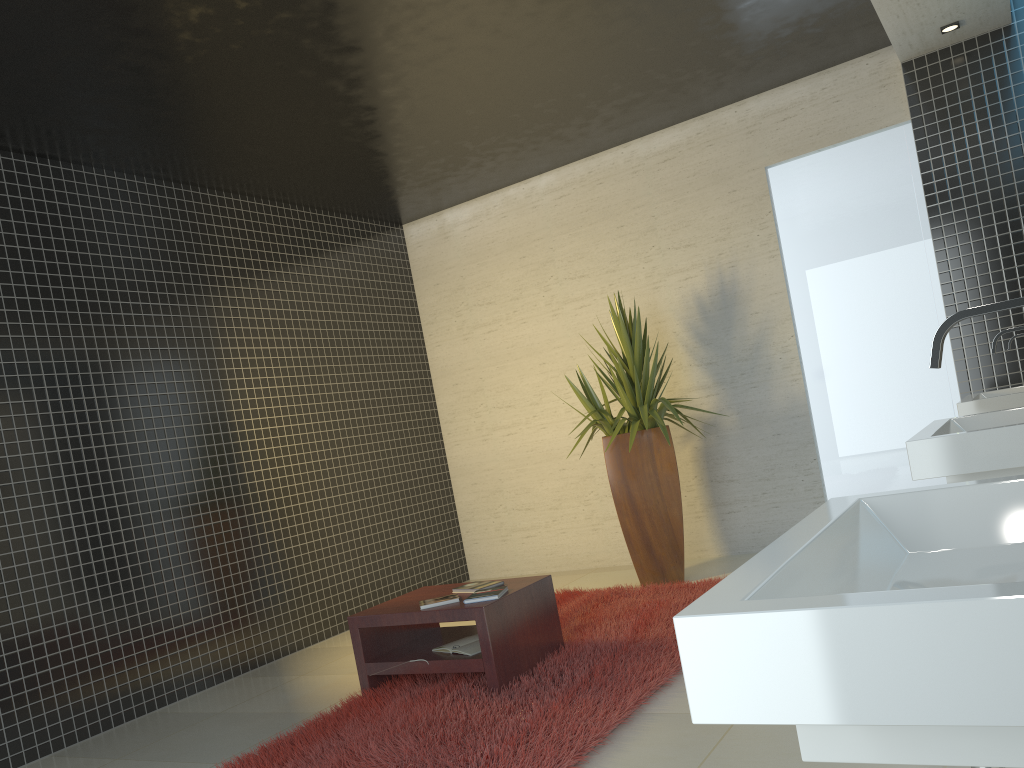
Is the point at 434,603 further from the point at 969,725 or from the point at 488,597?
the point at 969,725

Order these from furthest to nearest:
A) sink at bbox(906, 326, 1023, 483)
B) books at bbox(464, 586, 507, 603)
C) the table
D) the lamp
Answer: the lamp < books at bbox(464, 586, 507, 603) < the table < sink at bbox(906, 326, 1023, 483)

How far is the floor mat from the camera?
3.3m

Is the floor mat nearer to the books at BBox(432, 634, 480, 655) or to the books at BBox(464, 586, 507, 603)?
the books at BBox(432, 634, 480, 655)

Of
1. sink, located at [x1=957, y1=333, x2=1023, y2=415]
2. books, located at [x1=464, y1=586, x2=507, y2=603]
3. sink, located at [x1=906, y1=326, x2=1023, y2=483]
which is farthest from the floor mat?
sink, located at [x1=957, y1=333, x2=1023, y2=415]

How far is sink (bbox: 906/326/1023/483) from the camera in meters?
2.5

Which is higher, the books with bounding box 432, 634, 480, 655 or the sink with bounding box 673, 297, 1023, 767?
the sink with bounding box 673, 297, 1023, 767

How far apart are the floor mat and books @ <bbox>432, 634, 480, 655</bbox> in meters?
0.1 m

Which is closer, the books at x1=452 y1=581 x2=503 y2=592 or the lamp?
the books at x1=452 y1=581 x2=503 y2=592

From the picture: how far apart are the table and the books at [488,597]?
0.0 meters
